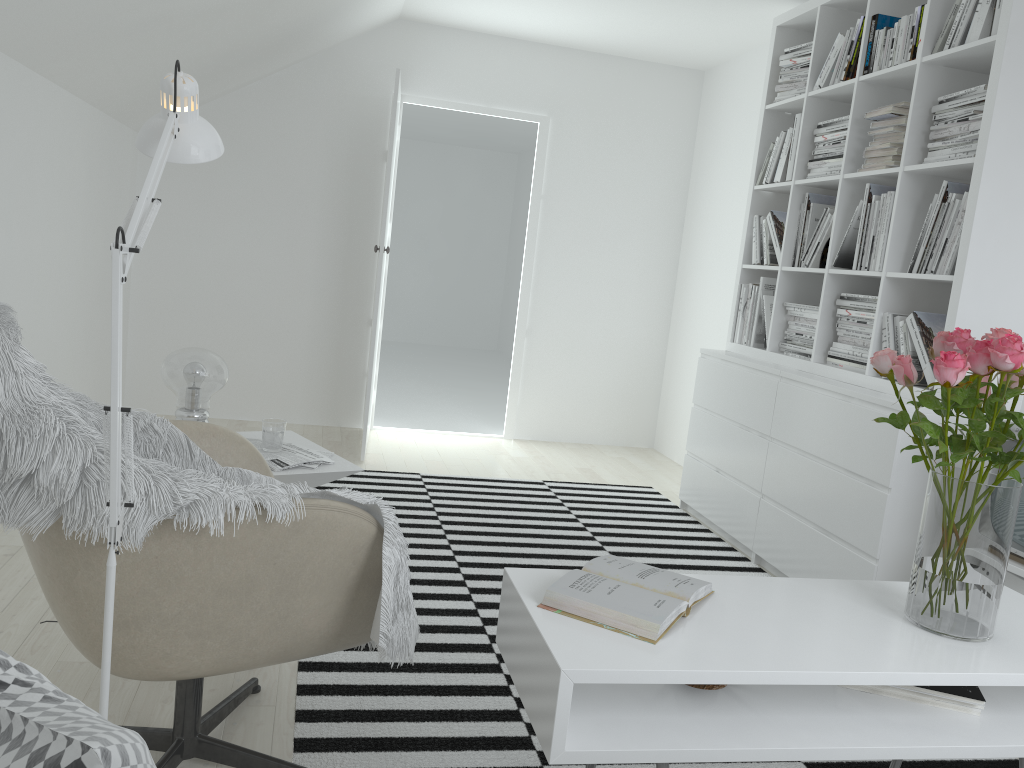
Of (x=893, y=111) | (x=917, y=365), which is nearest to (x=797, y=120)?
(x=893, y=111)

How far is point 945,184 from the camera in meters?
3.0 m

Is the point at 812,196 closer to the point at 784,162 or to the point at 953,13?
the point at 784,162

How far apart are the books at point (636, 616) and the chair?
0.3m

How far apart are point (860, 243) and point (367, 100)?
3.13m

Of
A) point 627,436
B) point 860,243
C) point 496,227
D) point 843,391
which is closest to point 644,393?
point 627,436

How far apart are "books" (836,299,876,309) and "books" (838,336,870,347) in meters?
0.1 m

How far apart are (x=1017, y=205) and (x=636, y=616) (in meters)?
2.12

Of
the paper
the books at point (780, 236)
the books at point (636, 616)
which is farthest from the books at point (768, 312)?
the books at point (636, 616)

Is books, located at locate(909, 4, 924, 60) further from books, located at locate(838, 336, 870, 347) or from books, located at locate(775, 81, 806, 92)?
books, located at locate(838, 336, 870, 347)
